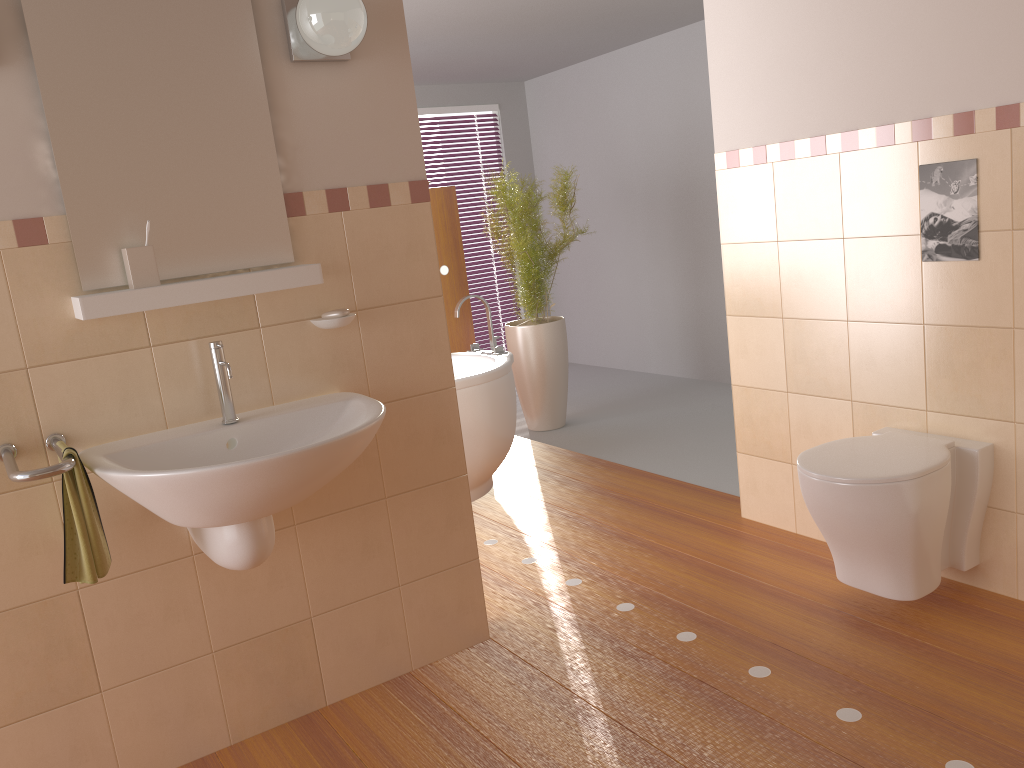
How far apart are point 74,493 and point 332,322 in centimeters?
74cm

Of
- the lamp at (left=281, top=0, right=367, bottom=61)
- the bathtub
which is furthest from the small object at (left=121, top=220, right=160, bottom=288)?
the bathtub

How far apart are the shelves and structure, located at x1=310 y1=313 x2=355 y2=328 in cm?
13

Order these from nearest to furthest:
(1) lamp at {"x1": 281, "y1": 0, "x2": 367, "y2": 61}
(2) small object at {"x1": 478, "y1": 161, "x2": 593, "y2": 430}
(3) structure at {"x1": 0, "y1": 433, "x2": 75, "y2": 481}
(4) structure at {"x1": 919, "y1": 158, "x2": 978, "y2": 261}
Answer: (3) structure at {"x1": 0, "y1": 433, "x2": 75, "y2": 481} → (1) lamp at {"x1": 281, "y1": 0, "x2": 367, "y2": 61} → (4) structure at {"x1": 919, "y1": 158, "x2": 978, "y2": 261} → (2) small object at {"x1": 478, "y1": 161, "x2": 593, "y2": 430}

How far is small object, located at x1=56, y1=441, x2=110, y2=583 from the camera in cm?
184

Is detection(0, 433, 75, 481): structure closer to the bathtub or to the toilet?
the toilet

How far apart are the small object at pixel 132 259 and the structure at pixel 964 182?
2.10m

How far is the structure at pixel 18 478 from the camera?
1.73m

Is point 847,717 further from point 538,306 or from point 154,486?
point 538,306

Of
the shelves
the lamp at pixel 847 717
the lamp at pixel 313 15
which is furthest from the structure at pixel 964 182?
the shelves
